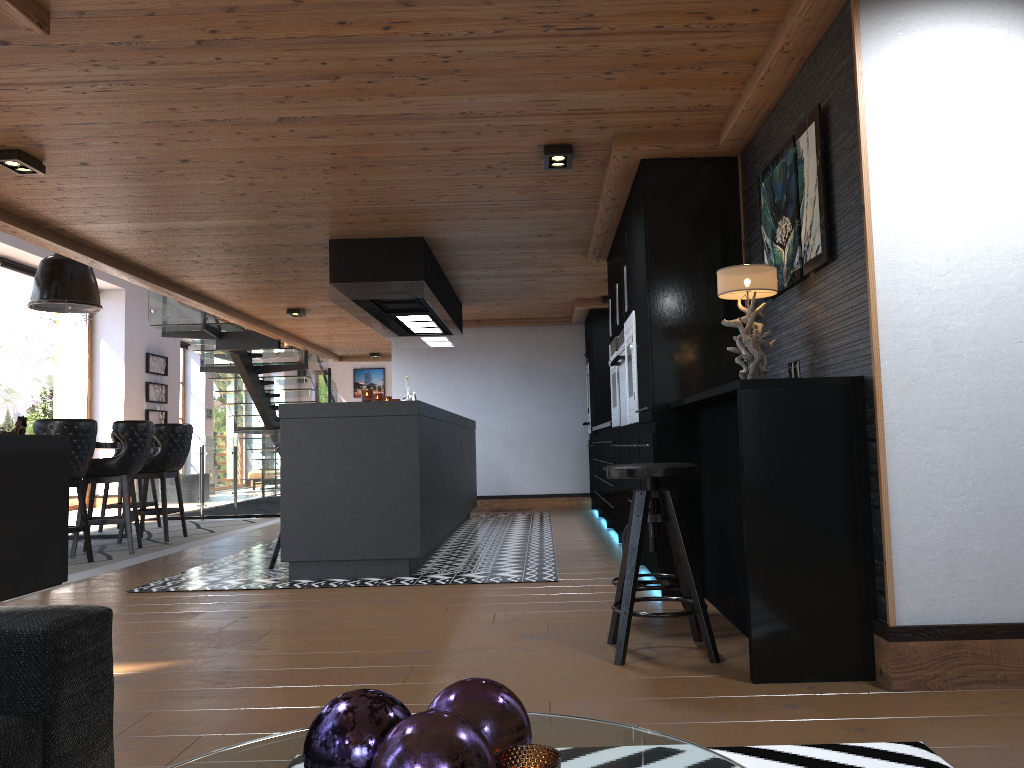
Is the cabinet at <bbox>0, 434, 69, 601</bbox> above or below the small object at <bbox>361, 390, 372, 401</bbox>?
below

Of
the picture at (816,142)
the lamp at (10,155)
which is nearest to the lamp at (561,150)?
the picture at (816,142)

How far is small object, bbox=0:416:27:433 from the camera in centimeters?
760cm

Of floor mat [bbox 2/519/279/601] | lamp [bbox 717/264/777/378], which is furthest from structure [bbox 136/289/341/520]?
lamp [bbox 717/264/777/378]

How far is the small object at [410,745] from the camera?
1.0m

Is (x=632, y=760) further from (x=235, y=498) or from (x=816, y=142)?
(x=235, y=498)

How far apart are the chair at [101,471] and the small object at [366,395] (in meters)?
2.62

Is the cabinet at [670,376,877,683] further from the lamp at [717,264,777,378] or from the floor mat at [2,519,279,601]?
the floor mat at [2,519,279,601]

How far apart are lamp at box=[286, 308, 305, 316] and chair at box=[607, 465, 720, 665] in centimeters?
708cm

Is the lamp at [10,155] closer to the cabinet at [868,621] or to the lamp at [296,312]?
the cabinet at [868,621]
